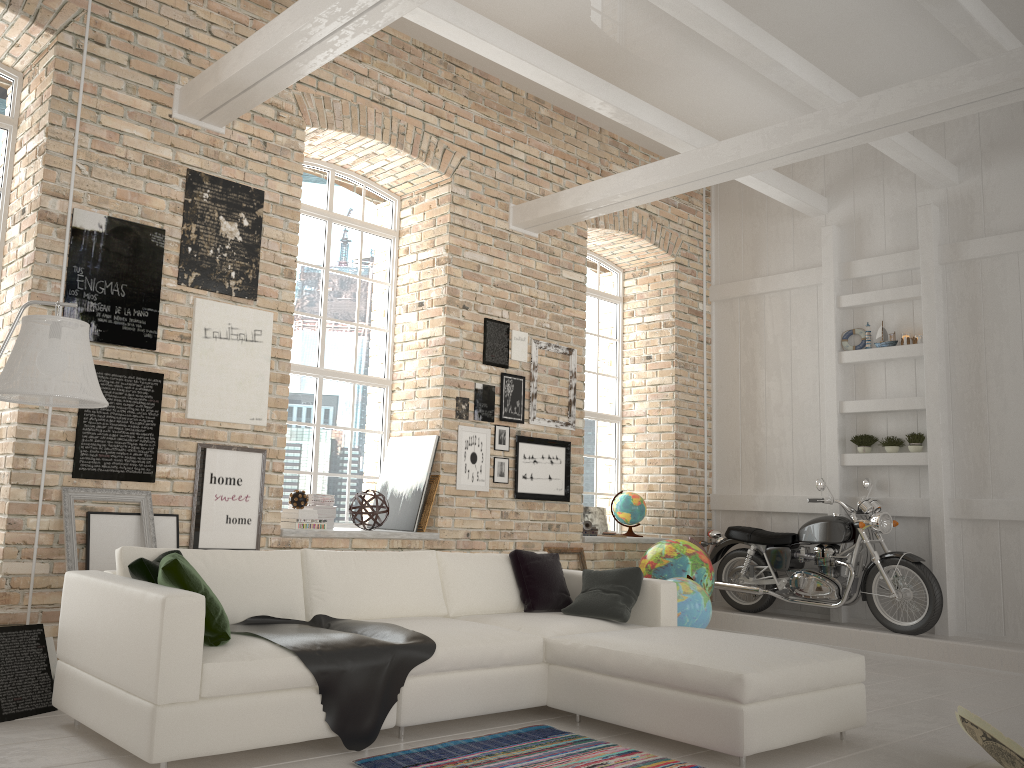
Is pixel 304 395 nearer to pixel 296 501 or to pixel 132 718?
pixel 296 501

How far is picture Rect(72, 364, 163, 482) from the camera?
5.18m

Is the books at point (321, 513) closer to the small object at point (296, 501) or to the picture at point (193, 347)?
the small object at point (296, 501)

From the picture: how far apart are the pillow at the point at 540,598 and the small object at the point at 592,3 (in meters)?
4.13

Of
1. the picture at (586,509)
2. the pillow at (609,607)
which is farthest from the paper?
the picture at (586,509)

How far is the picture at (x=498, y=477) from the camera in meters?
7.3 m

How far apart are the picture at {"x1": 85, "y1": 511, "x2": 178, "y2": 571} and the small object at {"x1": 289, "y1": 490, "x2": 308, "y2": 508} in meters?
1.0

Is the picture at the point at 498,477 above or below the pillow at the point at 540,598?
above

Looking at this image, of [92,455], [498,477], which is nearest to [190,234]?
[92,455]

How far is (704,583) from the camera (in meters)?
7.47
